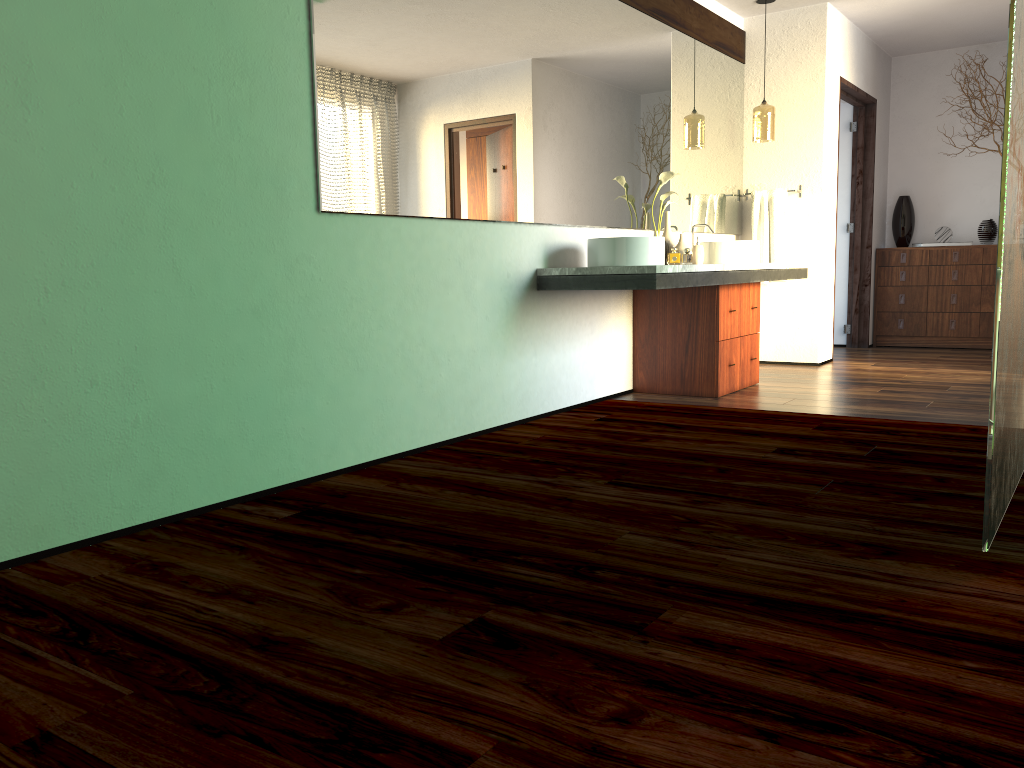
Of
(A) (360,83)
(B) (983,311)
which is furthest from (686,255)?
(A) (360,83)

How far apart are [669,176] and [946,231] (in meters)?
3.51

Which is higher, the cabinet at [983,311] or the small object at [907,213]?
the small object at [907,213]

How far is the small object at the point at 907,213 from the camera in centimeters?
727cm

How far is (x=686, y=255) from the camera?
16.1m

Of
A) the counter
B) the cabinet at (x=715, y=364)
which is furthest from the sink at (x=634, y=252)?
the cabinet at (x=715, y=364)

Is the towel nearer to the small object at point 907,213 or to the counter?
the counter

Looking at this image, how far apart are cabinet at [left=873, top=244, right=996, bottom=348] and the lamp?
2.1m

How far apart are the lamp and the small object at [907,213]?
2.2 meters

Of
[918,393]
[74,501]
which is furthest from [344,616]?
[918,393]
